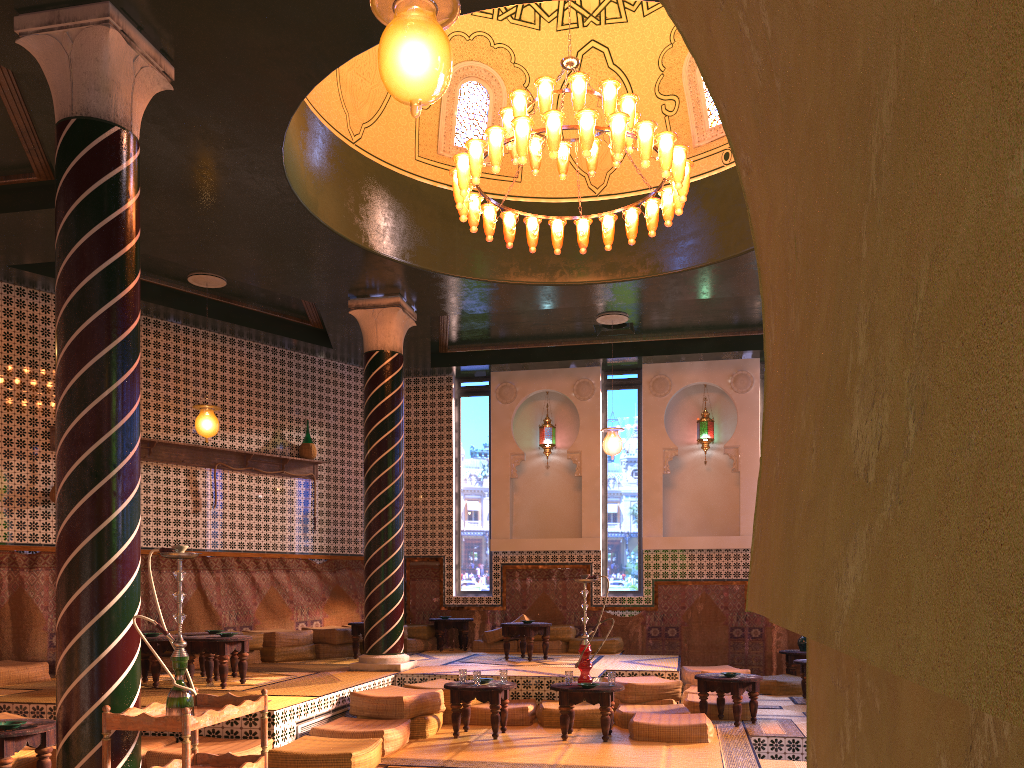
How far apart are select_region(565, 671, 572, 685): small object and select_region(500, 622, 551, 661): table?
3.9 meters

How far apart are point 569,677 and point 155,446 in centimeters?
756cm

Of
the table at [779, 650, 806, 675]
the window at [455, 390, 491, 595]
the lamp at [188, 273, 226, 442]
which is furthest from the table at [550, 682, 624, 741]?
the window at [455, 390, 491, 595]

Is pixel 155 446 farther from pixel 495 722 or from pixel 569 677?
pixel 569 677

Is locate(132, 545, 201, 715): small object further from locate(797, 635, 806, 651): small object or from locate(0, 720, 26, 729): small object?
locate(797, 635, 806, 651): small object

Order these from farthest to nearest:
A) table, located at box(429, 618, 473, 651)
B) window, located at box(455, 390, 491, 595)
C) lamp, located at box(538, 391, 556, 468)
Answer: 1. lamp, located at box(538, 391, 556, 468)
2. window, located at box(455, 390, 491, 595)
3. table, located at box(429, 618, 473, 651)

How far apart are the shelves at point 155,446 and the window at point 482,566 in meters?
2.9 m

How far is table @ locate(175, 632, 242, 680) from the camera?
10.8 meters

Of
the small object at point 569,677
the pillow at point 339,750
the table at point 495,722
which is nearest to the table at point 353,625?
the pillow at point 339,750

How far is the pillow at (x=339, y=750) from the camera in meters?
7.4 m
